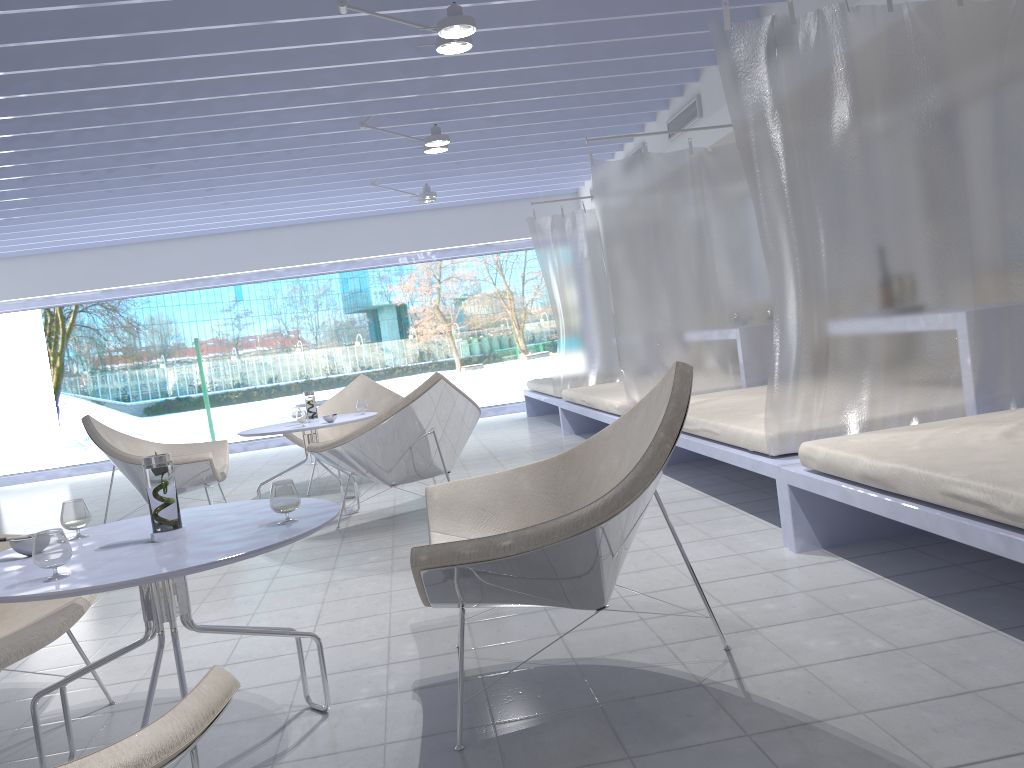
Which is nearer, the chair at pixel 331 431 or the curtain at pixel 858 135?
the curtain at pixel 858 135

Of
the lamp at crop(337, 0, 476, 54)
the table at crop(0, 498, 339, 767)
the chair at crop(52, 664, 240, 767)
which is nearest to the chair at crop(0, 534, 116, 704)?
the table at crop(0, 498, 339, 767)

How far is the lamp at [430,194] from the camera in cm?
798

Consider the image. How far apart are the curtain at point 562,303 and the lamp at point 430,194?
1.1m

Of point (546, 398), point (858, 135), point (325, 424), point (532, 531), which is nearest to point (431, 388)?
point (325, 424)

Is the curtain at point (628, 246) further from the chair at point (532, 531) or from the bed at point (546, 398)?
the chair at point (532, 531)

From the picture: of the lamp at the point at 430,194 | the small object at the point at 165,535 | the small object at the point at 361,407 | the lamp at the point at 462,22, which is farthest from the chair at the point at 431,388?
the lamp at the point at 430,194

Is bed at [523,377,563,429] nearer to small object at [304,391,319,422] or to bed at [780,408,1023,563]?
small object at [304,391,319,422]

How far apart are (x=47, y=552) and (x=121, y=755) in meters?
0.8

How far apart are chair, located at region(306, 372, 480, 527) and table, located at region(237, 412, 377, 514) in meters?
0.3 m
